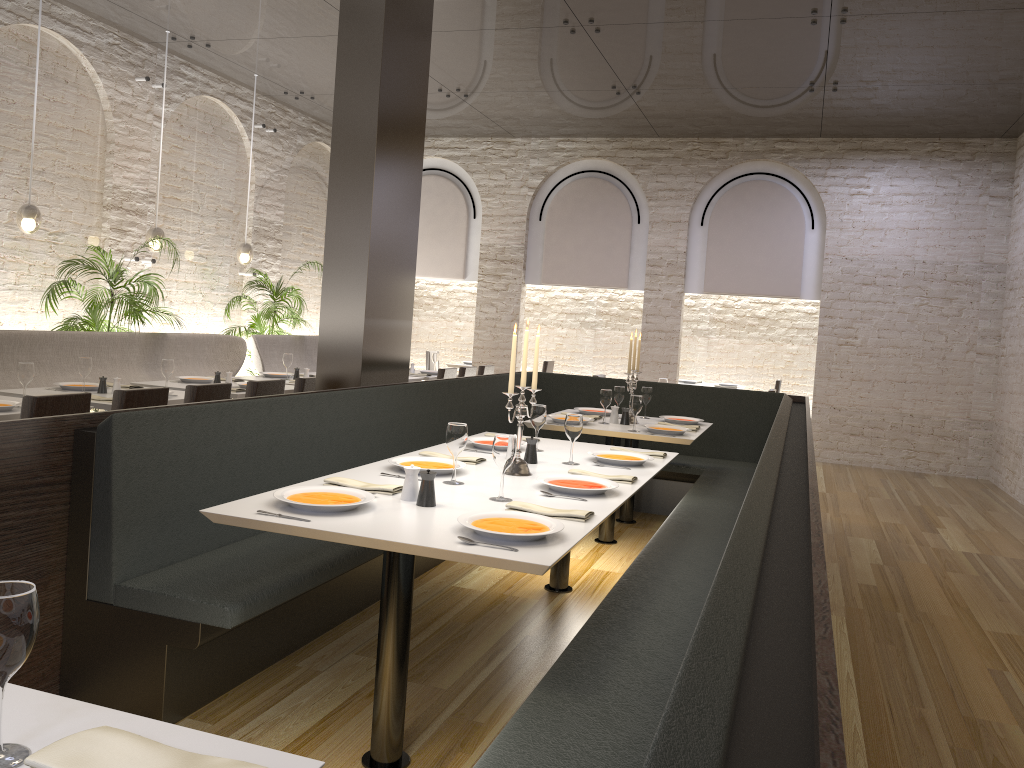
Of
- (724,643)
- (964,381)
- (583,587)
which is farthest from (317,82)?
(724,643)

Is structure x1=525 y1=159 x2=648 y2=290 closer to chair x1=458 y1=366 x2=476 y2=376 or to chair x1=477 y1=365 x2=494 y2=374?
chair x1=477 y1=365 x2=494 y2=374

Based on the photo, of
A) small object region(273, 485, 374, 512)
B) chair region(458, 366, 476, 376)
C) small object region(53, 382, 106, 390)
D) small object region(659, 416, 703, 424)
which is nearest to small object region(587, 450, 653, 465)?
small object region(273, 485, 374, 512)

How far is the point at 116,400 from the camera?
4.6m

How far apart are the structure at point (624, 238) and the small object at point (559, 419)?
5.73m

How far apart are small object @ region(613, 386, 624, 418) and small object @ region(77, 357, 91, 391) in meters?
3.5

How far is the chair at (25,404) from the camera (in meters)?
4.04

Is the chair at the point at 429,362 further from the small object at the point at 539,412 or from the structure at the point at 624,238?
the small object at the point at 539,412

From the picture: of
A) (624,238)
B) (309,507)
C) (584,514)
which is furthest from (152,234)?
(584,514)

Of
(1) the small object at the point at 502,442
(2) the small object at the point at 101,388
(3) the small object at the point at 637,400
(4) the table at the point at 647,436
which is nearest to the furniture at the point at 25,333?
(2) the small object at the point at 101,388
